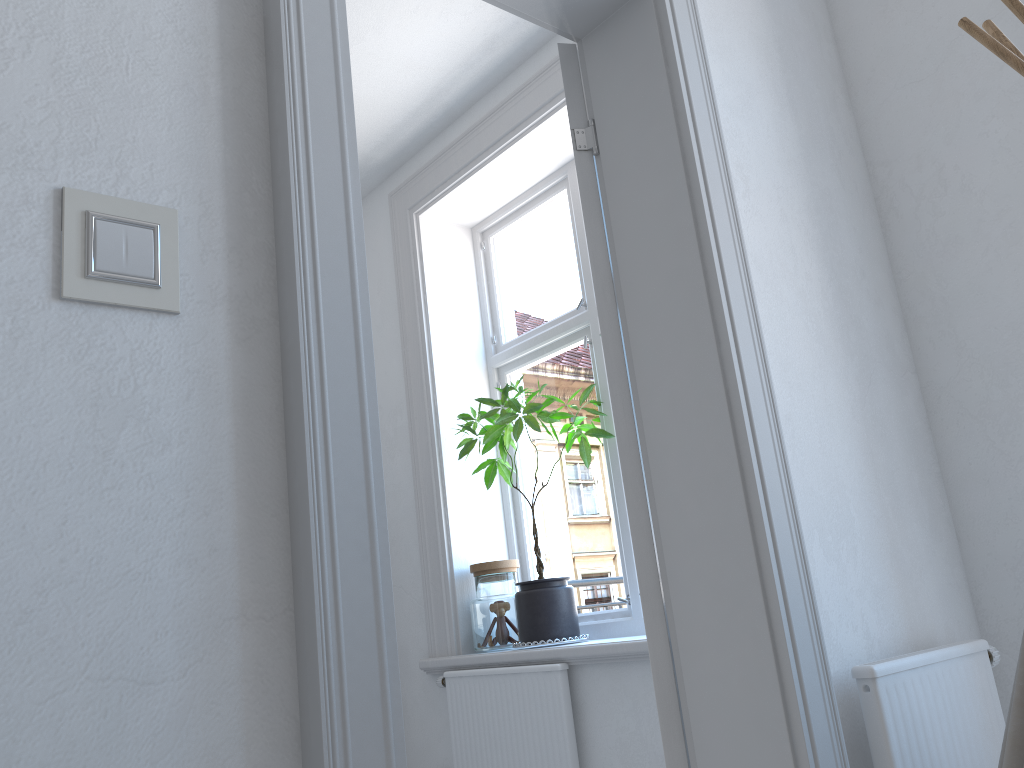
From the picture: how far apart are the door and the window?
1.5 meters

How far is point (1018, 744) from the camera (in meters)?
1.10

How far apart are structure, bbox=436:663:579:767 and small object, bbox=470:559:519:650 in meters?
0.1 m

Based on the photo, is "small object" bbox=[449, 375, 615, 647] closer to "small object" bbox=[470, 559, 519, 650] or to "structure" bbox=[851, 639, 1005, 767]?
"small object" bbox=[470, 559, 519, 650]

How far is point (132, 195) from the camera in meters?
1.0

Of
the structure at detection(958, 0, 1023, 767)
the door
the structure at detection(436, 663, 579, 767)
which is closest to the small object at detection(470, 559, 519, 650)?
the structure at detection(436, 663, 579, 767)

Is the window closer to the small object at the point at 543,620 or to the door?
the small object at the point at 543,620

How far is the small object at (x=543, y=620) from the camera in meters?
3.1 m

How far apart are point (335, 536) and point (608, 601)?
2.5m

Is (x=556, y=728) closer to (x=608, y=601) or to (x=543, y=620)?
(x=543, y=620)
